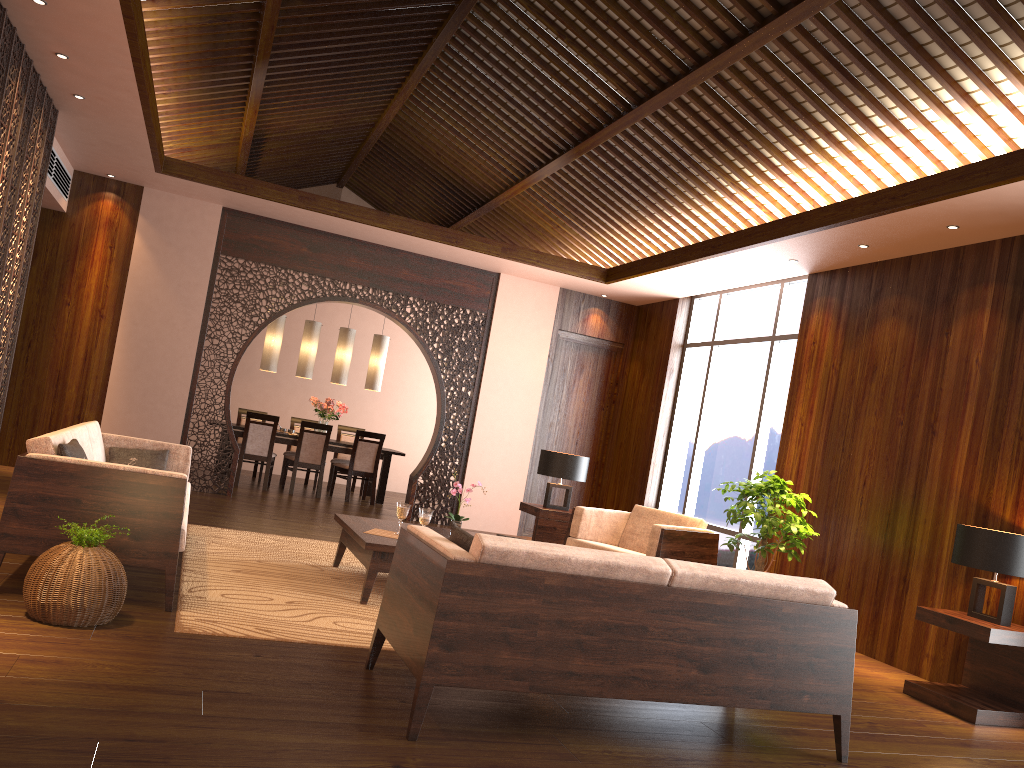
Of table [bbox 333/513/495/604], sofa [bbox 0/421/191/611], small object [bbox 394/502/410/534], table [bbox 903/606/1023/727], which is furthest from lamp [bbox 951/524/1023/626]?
sofa [bbox 0/421/191/611]

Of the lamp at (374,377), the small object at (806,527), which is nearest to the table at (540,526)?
the small object at (806,527)

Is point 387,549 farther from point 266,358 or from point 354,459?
point 266,358

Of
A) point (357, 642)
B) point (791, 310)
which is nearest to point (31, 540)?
point (357, 642)

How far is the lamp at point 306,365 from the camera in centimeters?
1074cm

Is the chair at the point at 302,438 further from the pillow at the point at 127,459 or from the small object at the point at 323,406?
the pillow at the point at 127,459

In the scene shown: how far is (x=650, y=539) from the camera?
6.3m

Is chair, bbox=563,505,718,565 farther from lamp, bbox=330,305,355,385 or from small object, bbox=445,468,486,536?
lamp, bbox=330,305,355,385

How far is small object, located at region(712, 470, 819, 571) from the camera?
6.2m

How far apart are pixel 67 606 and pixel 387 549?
1.72m
